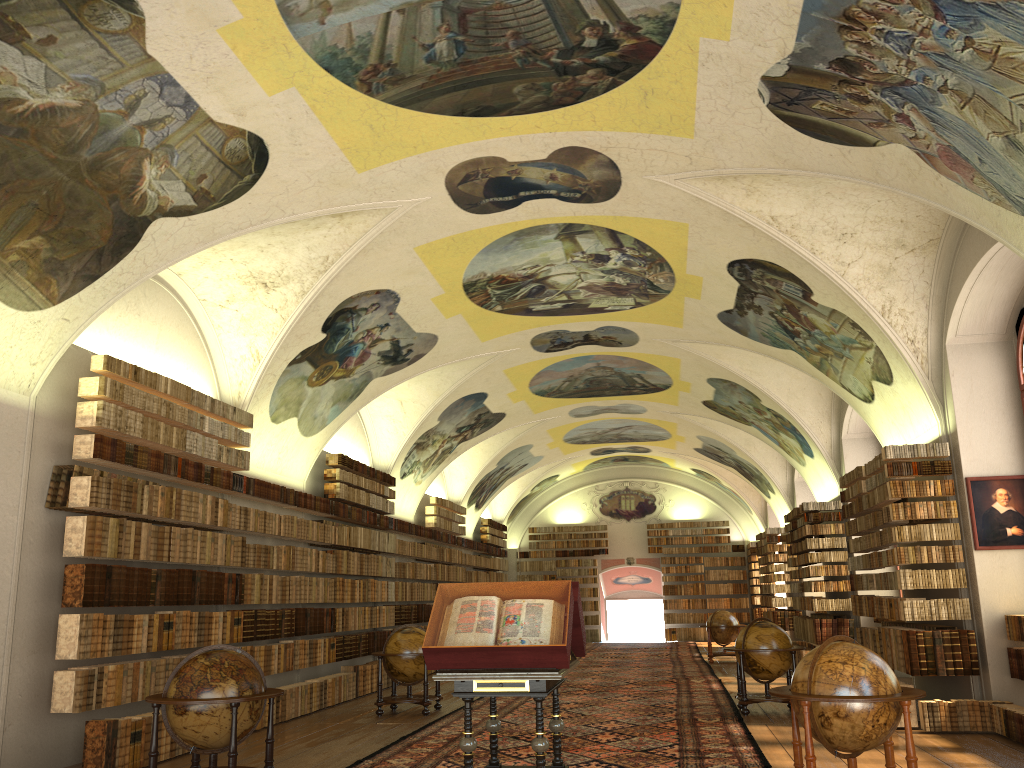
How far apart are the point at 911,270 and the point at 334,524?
12.03m

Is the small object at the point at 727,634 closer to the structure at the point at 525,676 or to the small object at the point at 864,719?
the structure at the point at 525,676

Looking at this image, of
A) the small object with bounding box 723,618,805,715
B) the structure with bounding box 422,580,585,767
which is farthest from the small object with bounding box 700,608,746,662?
the structure with bounding box 422,580,585,767

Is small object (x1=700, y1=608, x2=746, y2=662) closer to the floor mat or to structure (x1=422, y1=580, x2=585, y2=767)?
the floor mat

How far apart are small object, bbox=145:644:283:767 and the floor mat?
1.5m

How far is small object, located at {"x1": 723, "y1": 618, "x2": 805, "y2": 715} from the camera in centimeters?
1359cm

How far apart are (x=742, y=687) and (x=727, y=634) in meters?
11.0 m

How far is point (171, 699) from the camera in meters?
8.1

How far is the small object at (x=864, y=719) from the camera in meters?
7.2

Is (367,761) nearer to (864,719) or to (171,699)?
(171,699)
